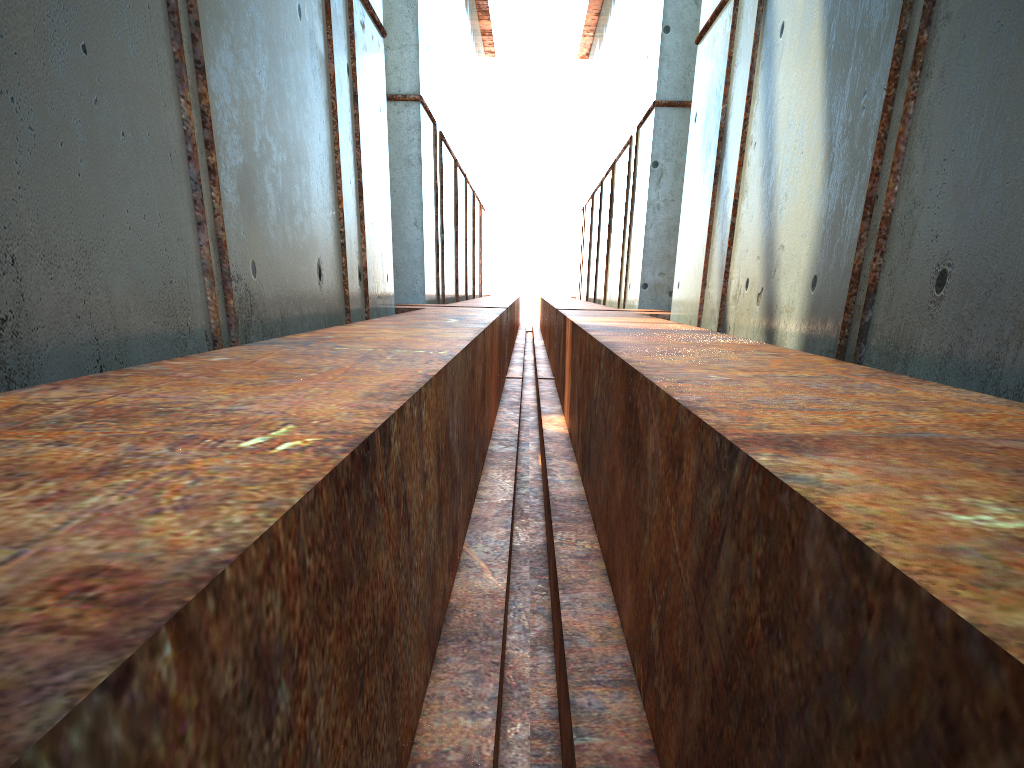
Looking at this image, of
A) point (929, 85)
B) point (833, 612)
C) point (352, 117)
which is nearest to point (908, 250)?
point (929, 85)

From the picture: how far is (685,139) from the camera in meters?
18.7 m

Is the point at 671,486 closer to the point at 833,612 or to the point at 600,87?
the point at 833,612
